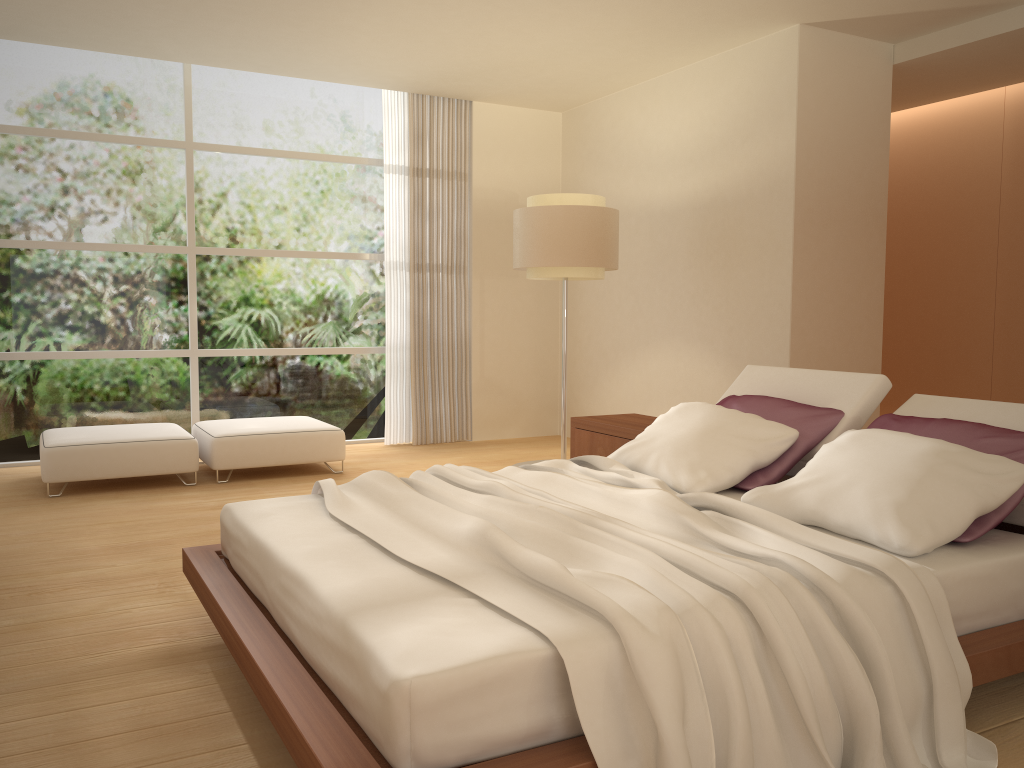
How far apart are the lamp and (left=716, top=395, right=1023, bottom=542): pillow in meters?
2.1

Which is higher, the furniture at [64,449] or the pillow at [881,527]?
the pillow at [881,527]

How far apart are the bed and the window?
4.14m

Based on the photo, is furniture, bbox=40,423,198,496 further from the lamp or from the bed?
the bed

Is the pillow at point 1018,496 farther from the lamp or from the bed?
the lamp

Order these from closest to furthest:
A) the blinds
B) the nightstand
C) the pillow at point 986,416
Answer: the pillow at point 986,416 < the nightstand < the blinds

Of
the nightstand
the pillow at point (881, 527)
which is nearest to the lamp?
the nightstand

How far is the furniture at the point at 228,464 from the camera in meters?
6.1 m

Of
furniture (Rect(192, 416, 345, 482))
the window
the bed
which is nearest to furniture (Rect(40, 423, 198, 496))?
furniture (Rect(192, 416, 345, 482))

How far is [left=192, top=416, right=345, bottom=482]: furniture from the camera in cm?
613
